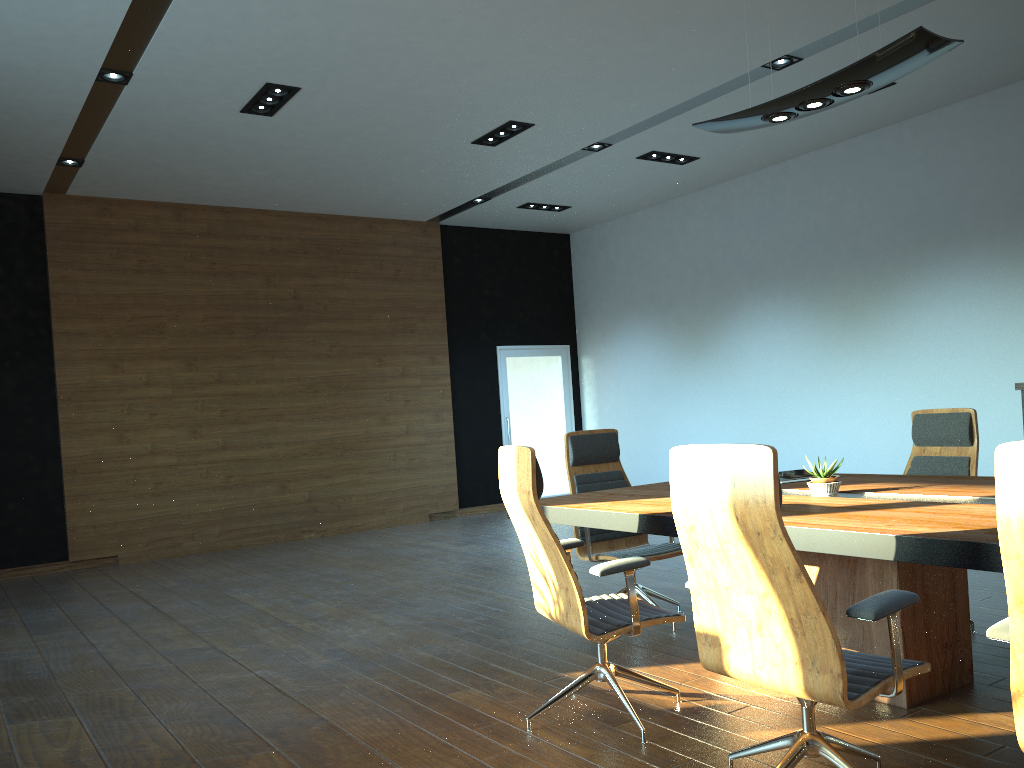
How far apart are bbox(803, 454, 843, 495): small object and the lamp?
1.63m

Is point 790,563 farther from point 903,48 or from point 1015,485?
point 903,48

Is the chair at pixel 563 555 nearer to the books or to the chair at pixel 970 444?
the books

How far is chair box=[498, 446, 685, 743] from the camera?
3.3m

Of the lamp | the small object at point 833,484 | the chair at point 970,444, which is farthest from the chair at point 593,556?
the lamp

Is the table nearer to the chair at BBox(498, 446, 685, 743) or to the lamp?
the chair at BBox(498, 446, 685, 743)

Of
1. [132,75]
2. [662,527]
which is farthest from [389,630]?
[132,75]

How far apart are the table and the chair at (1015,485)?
0.4m

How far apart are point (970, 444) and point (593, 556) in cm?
211

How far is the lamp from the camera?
3.50m
